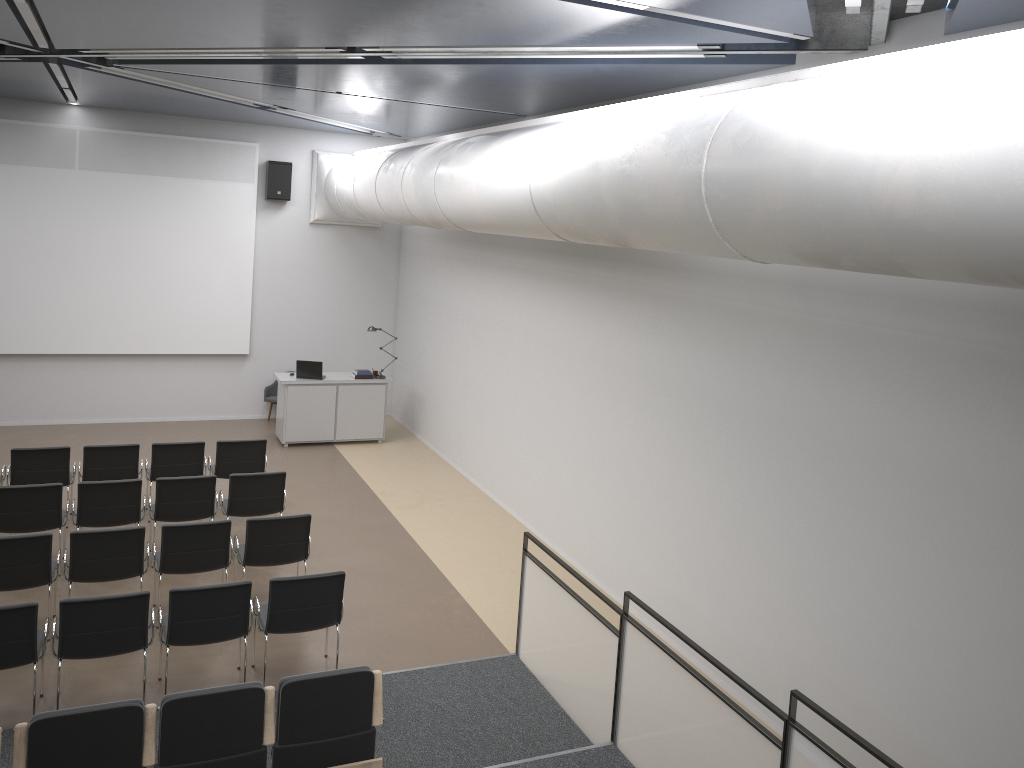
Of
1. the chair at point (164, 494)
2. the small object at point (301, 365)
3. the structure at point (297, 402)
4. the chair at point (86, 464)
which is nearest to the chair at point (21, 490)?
the chair at point (164, 494)

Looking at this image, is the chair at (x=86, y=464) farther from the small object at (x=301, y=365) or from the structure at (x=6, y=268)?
the structure at (x=6, y=268)

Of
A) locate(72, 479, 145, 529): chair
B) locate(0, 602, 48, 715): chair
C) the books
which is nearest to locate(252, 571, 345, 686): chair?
locate(0, 602, 48, 715): chair

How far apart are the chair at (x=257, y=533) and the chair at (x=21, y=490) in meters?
1.7 m

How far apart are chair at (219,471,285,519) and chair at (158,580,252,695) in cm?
225

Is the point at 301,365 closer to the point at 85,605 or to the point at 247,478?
the point at 247,478

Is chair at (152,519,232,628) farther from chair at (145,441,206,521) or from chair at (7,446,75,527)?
chair at (7,446,75,527)

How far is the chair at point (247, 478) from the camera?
8.9 meters

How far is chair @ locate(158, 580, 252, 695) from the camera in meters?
6.3

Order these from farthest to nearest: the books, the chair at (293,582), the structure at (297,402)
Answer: the books
the structure at (297,402)
the chair at (293,582)
